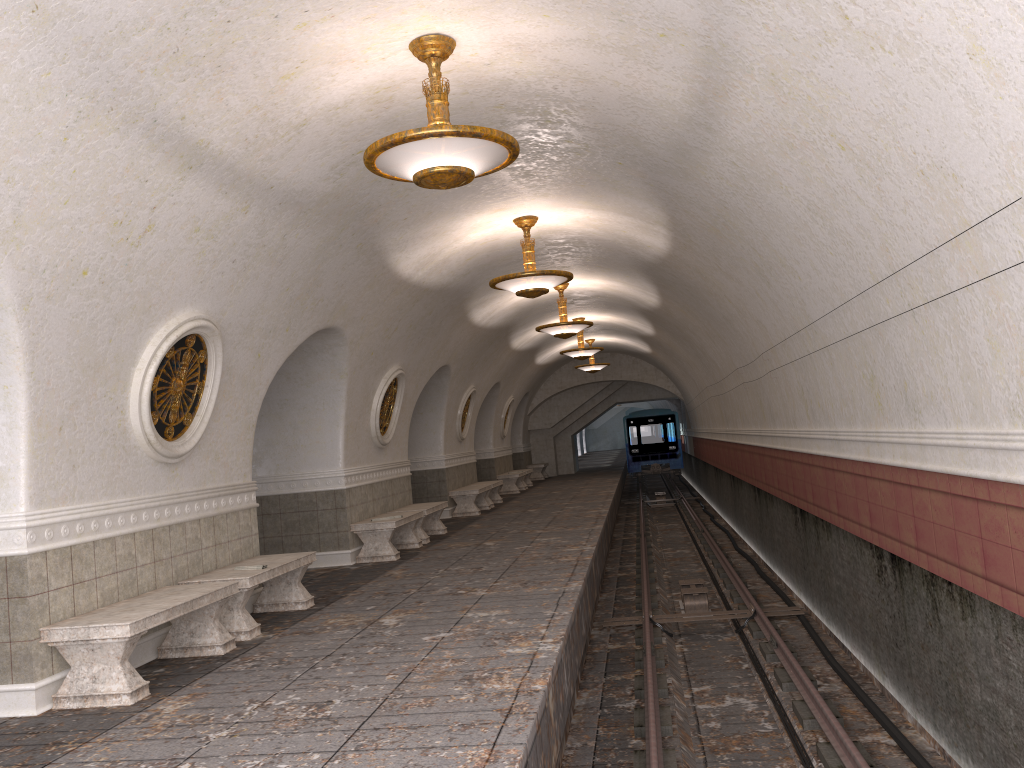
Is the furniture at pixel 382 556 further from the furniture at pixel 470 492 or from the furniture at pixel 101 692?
the furniture at pixel 470 492

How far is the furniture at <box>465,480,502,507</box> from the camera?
19.14m

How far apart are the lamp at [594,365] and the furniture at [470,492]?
7.0m

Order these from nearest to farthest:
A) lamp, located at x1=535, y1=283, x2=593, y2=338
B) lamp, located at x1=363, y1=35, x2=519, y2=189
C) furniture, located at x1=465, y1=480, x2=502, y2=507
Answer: lamp, located at x1=363, y1=35, x2=519, y2=189 → lamp, located at x1=535, y1=283, x2=593, y2=338 → furniture, located at x1=465, y1=480, x2=502, y2=507

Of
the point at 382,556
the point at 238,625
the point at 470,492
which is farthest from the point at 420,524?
the point at 238,625

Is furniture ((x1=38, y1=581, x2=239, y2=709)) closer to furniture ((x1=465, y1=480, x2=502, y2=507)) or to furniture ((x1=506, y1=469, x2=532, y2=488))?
furniture ((x1=465, y1=480, x2=502, y2=507))

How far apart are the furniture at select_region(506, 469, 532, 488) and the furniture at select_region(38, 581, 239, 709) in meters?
19.5

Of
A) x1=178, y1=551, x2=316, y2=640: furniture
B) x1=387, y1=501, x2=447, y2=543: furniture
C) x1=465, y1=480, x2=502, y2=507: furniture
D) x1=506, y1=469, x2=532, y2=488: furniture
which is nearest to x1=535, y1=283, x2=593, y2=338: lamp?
x1=387, y1=501, x2=447, y2=543: furniture

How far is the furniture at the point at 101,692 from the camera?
5.4 meters

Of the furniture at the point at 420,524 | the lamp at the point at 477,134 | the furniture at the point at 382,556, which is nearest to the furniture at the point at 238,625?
the furniture at the point at 382,556
